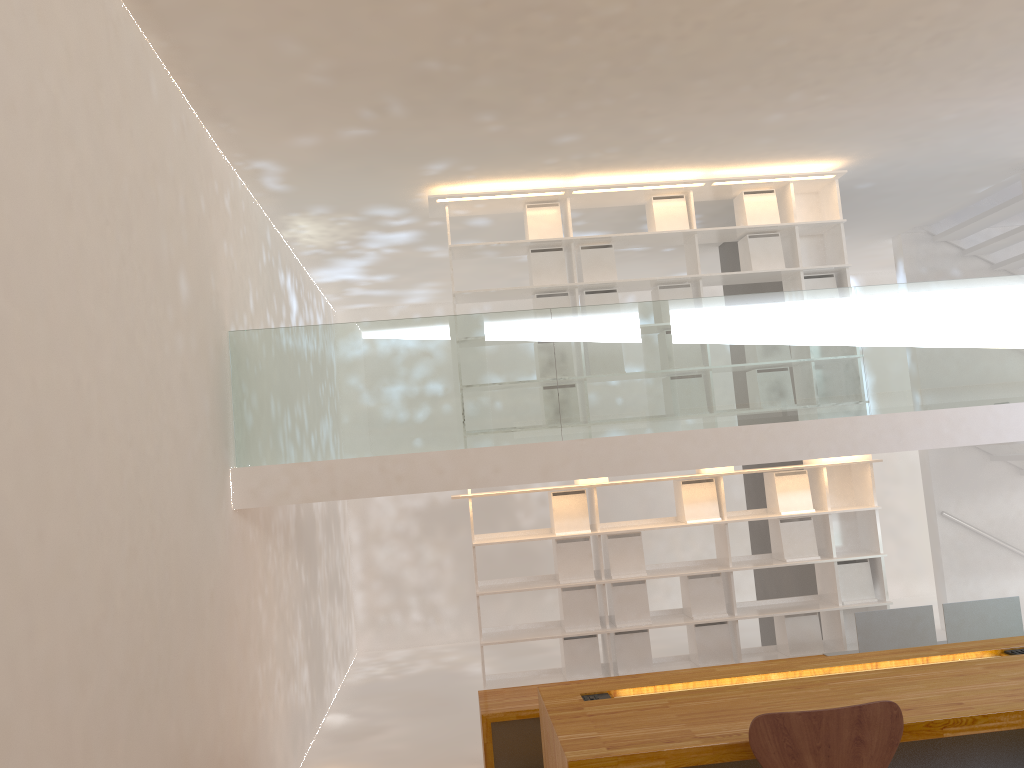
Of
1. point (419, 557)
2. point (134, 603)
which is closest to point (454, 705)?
point (419, 557)

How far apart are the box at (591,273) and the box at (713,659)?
2.5m

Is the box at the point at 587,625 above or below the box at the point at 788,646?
above

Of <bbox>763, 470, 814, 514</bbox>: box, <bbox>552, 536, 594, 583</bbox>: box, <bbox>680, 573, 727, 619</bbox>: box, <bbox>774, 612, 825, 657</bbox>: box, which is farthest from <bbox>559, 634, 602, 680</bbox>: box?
<bbox>763, 470, 814, 514</bbox>: box

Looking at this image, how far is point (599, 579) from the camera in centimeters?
612cm

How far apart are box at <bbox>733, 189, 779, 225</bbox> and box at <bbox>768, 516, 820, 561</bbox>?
2.2 meters

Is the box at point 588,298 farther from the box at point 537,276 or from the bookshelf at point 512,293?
the box at point 537,276

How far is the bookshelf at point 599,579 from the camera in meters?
6.1 m

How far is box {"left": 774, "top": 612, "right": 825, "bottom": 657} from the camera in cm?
617

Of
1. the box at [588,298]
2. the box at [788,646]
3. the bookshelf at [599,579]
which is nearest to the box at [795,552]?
the bookshelf at [599,579]
